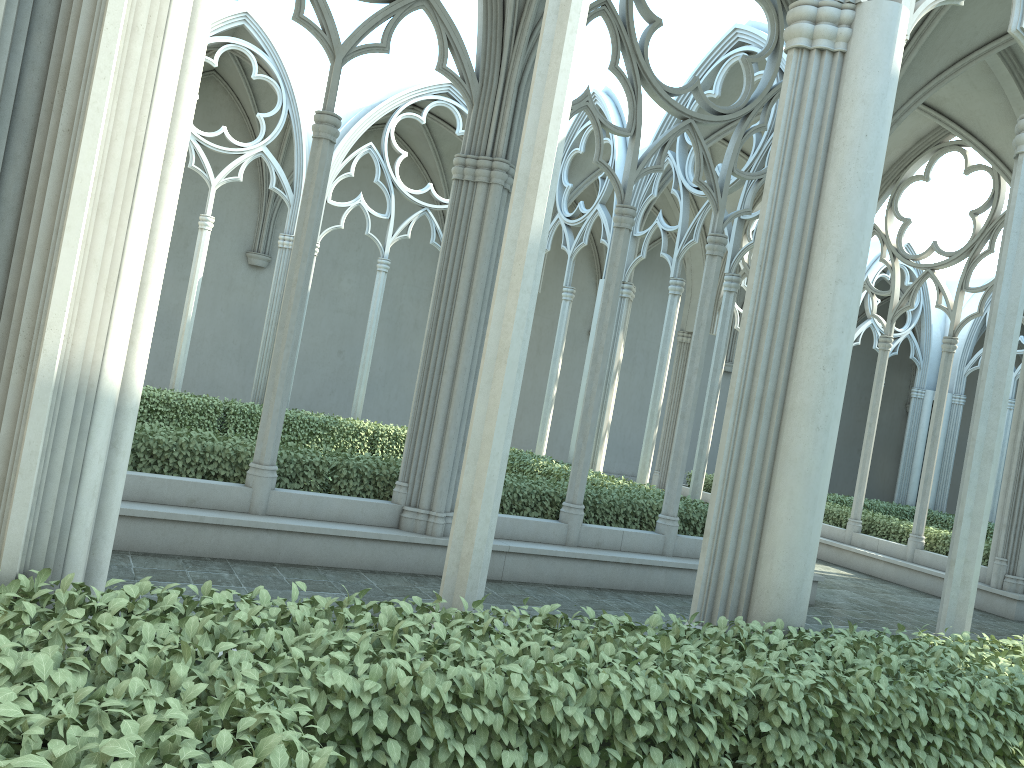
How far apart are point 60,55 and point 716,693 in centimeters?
320cm

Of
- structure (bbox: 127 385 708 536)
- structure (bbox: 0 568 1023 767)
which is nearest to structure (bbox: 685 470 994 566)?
structure (bbox: 127 385 708 536)

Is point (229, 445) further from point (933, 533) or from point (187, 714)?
point (933, 533)

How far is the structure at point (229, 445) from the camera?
8.3 meters

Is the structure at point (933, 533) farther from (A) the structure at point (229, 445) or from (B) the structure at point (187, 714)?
(B) the structure at point (187, 714)

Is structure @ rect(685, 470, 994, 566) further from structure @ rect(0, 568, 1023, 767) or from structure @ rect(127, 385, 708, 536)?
structure @ rect(0, 568, 1023, 767)

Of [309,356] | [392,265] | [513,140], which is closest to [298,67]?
[392,265]

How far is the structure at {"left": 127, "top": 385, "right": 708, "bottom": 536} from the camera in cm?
832

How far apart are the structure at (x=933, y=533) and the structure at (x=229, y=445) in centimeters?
529cm

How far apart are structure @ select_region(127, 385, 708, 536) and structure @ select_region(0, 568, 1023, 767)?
5.2m
